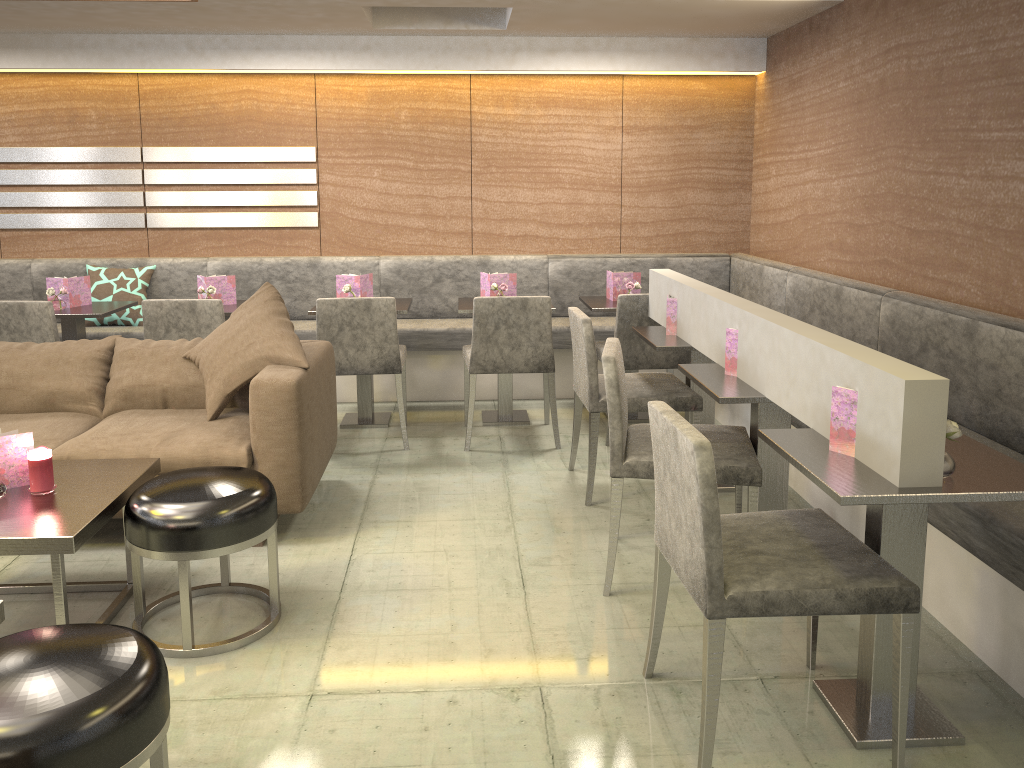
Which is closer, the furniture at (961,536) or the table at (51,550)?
the table at (51,550)

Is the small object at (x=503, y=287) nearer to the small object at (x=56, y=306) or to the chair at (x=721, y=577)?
the small object at (x=56, y=306)

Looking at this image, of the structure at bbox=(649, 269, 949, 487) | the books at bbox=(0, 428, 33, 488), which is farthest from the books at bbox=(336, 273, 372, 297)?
the books at bbox=(0, 428, 33, 488)

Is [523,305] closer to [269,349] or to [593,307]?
[593,307]

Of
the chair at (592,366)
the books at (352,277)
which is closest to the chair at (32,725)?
the chair at (592,366)

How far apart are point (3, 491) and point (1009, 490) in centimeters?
258cm

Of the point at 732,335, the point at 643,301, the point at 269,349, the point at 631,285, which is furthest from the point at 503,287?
the point at 732,335

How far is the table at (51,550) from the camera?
2.3m

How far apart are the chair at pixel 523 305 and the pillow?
1.0 meters

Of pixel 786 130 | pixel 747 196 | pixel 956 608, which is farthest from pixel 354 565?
pixel 747 196
